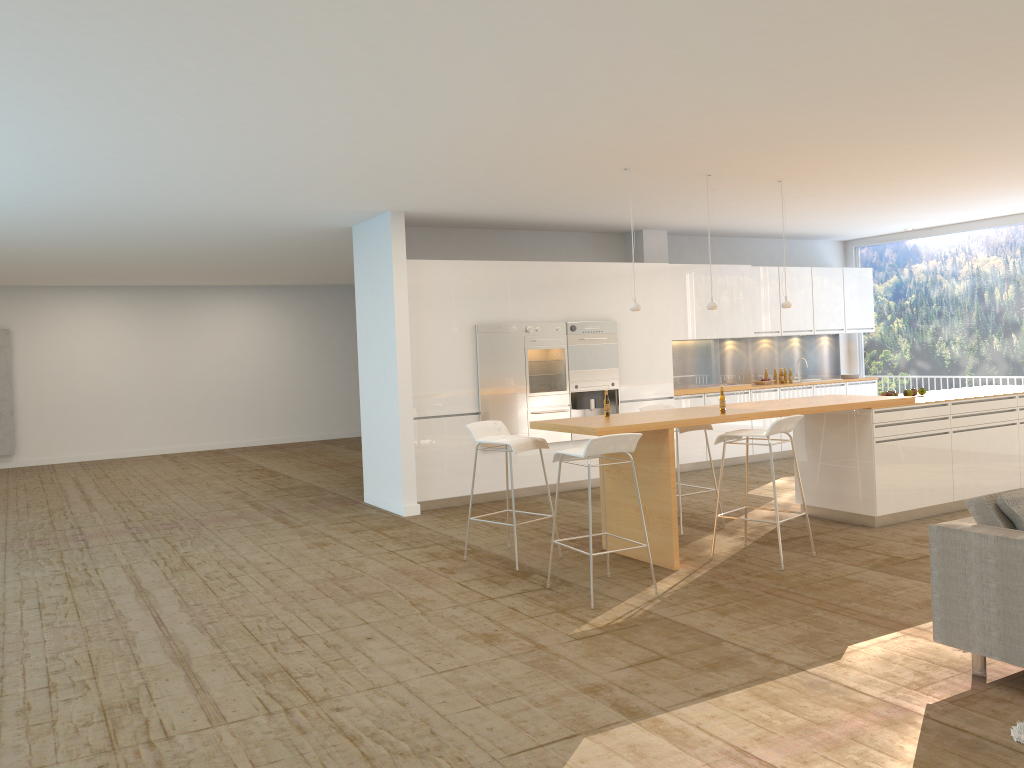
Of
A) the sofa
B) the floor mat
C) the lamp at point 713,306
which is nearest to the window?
the lamp at point 713,306

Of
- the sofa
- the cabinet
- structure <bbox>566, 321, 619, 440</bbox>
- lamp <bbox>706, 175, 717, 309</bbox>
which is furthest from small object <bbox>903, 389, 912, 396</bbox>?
the sofa

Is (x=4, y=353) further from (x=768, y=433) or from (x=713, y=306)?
(x=768, y=433)

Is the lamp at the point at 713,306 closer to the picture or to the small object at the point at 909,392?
the small object at the point at 909,392

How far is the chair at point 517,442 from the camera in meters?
6.5

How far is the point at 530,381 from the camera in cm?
953

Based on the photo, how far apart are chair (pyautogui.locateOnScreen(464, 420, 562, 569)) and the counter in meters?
0.1 m

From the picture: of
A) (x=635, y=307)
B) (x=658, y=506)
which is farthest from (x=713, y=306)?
(x=658, y=506)

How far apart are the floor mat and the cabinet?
6.19m

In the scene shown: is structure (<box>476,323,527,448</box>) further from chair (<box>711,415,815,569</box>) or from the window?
the window
